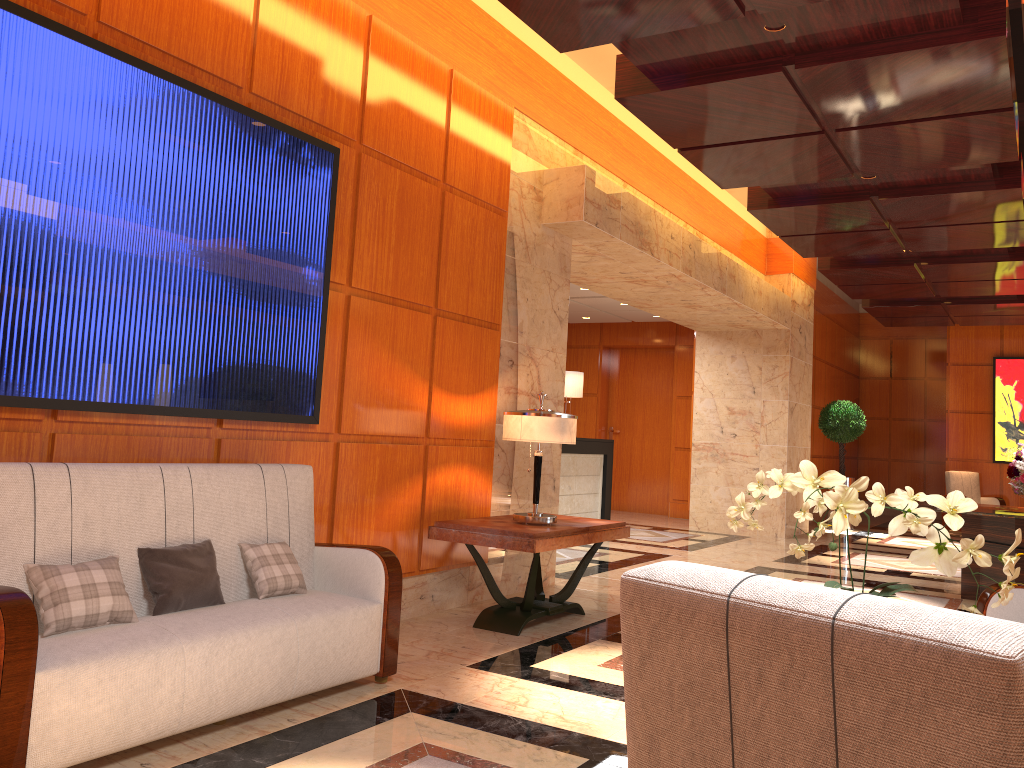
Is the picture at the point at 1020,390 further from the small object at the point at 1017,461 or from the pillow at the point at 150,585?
the pillow at the point at 150,585

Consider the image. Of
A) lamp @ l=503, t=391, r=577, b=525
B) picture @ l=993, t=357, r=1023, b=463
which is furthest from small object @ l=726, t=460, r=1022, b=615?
picture @ l=993, t=357, r=1023, b=463

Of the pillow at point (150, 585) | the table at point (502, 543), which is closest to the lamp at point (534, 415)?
the table at point (502, 543)

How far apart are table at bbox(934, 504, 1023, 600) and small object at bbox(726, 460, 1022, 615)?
4.9m

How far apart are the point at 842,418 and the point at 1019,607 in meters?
9.8 m

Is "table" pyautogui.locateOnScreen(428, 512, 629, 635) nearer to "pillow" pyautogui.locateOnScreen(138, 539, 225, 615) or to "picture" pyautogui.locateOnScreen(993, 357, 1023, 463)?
"pillow" pyautogui.locateOnScreen(138, 539, 225, 615)

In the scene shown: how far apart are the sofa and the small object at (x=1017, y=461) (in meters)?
5.65

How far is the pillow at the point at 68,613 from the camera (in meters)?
2.94

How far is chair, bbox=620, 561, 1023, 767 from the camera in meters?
0.9 m

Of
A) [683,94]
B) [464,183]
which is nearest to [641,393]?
[464,183]
